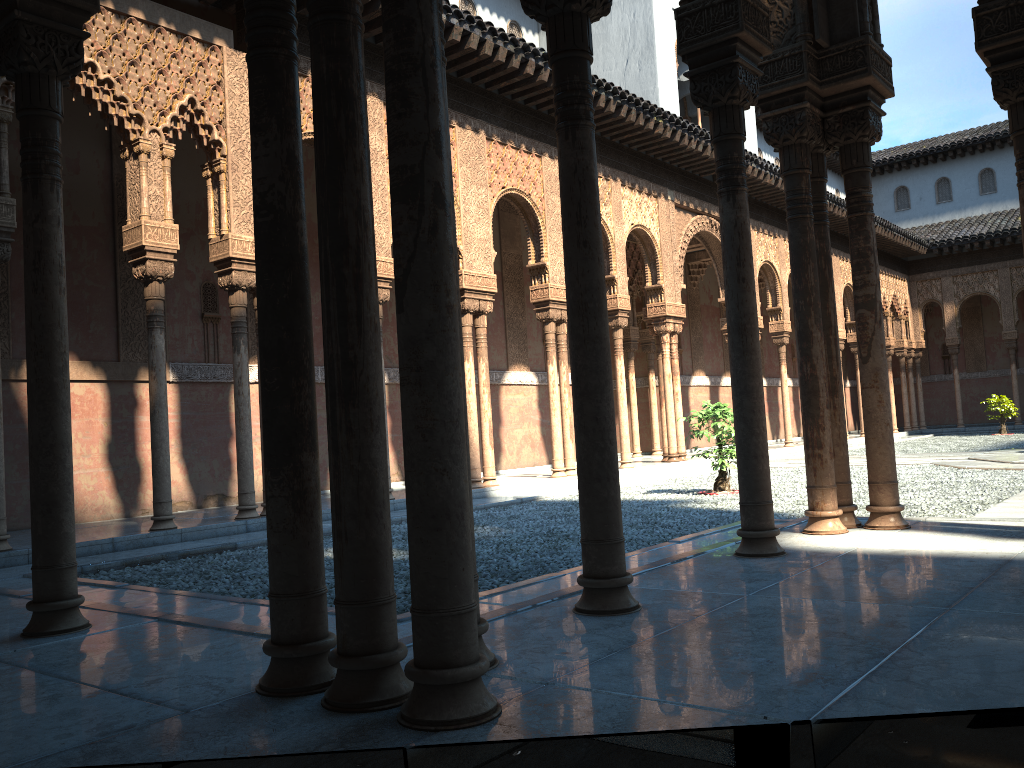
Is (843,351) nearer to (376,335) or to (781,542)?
(781,542)

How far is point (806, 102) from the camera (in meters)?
5.86
